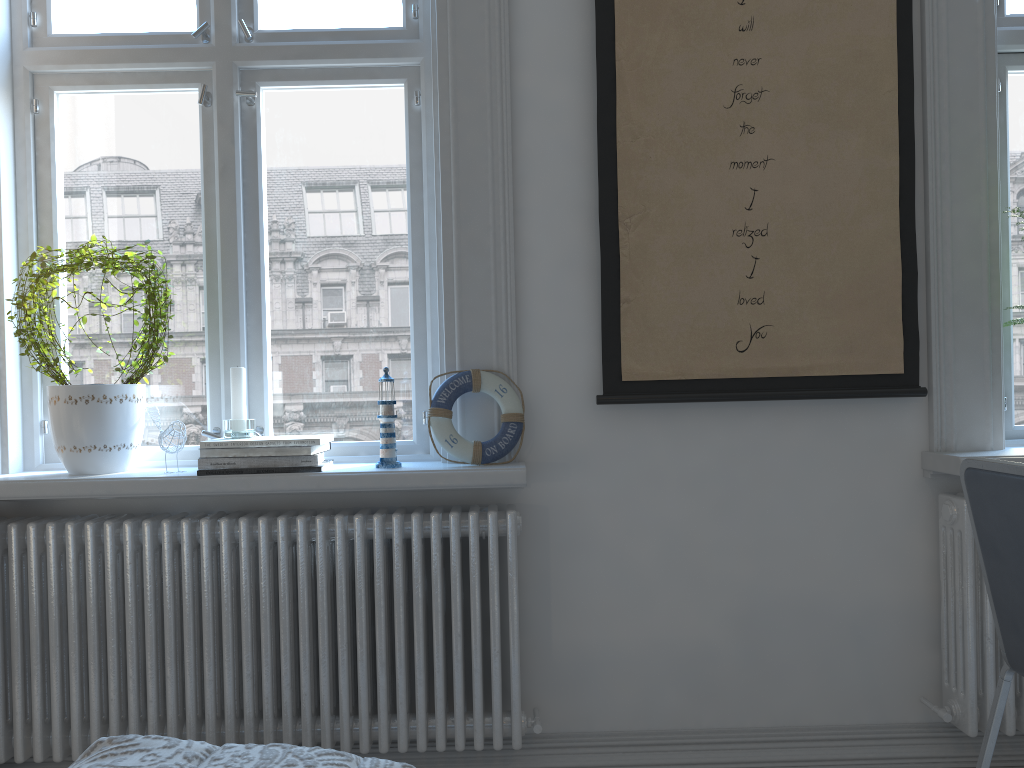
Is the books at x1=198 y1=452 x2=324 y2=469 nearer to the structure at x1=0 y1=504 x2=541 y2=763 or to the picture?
the structure at x1=0 y1=504 x2=541 y2=763

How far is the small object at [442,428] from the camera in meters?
2.0 m

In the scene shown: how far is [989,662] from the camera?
2.0 meters

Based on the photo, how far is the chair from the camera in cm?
133

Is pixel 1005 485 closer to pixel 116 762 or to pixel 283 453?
pixel 116 762

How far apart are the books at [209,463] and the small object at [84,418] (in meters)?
0.25

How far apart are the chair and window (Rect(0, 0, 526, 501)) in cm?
88

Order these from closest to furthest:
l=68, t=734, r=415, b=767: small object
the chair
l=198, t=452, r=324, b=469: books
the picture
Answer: l=68, t=734, r=415, b=767: small object, the chair, l=198, t=452, r=324, b=469: books, the picture

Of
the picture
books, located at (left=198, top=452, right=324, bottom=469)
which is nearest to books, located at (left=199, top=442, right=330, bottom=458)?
books, located at (left=198, top=452, right=324, bottom=469)

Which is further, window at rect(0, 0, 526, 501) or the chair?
window at rect(0, 0, 526, 501)
